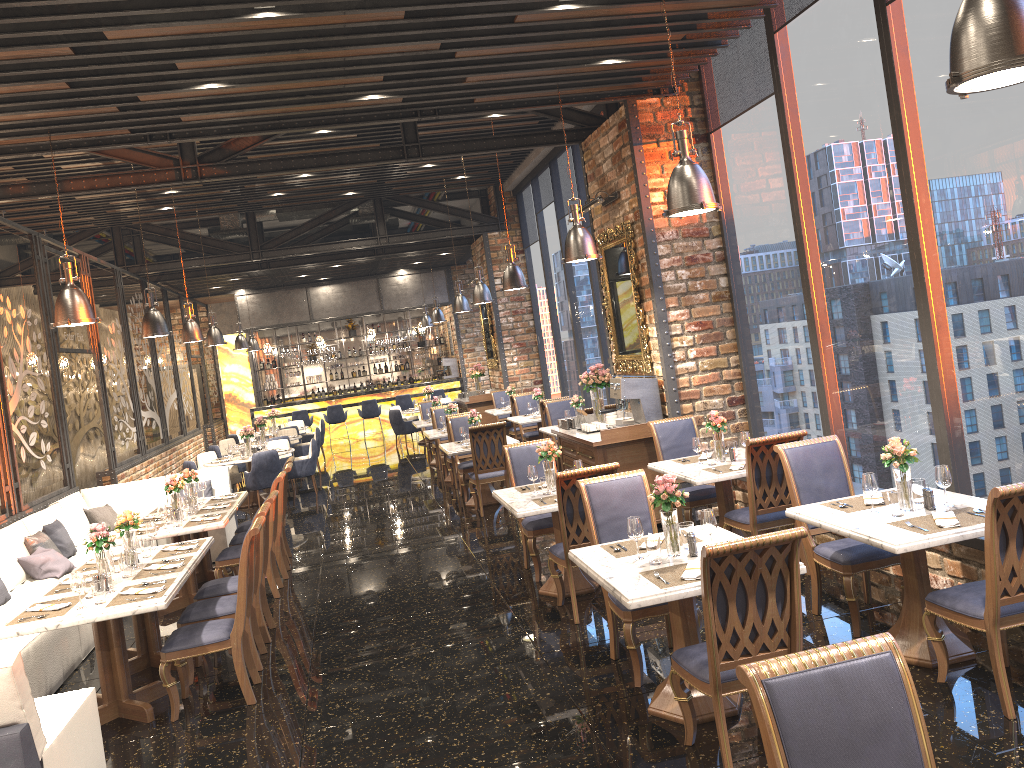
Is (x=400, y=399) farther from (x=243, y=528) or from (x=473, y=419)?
(x=243, y=528)

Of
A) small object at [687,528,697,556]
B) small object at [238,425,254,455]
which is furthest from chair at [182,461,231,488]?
small object at [687,528,697,556]

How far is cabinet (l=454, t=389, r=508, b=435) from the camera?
16.84m

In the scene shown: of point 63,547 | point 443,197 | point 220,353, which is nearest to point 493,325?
point 443,197

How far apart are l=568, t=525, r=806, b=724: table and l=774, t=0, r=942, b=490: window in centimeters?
193cm

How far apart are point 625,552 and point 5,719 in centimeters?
298cm

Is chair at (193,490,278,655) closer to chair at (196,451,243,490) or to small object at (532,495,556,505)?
small object at (532,495,556,505)

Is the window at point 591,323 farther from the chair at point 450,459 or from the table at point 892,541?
the table at point 892,541

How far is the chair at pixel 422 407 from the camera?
16.4 meters

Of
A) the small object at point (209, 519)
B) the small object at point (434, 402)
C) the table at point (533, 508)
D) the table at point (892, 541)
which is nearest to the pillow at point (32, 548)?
the small object at point (209, 519)
